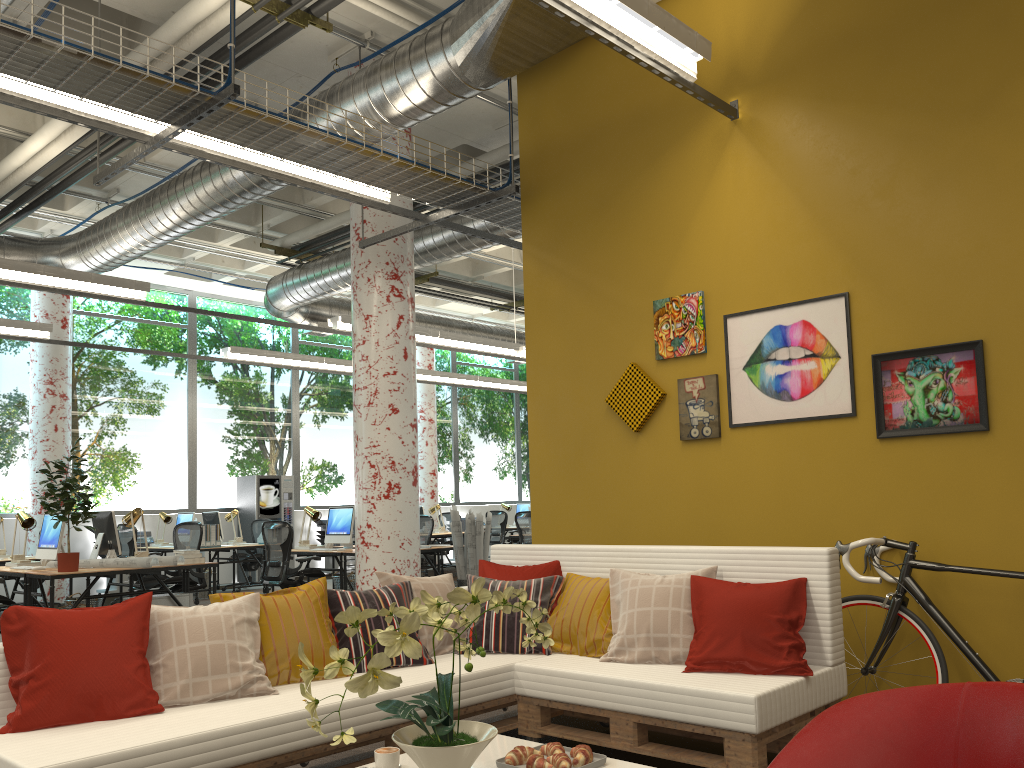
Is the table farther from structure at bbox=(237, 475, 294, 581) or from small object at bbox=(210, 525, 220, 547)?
structure at bbox=(237, 475, 294, 581)

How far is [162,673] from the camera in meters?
3.3

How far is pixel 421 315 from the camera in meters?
14.6 m

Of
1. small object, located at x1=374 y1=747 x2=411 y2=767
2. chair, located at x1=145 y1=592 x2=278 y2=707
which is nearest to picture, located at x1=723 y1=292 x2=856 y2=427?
chair, located at x1=145 y1=592 x2=278 y2=707

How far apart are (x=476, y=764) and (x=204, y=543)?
9.7m

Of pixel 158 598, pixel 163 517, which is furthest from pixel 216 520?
pixel 158 598

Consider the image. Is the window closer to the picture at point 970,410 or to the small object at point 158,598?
the small object at point 158,598

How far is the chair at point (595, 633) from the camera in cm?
404

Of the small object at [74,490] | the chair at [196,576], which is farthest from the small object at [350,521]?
the small object at [74,490]

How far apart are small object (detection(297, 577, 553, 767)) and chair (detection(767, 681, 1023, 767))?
0.8m
